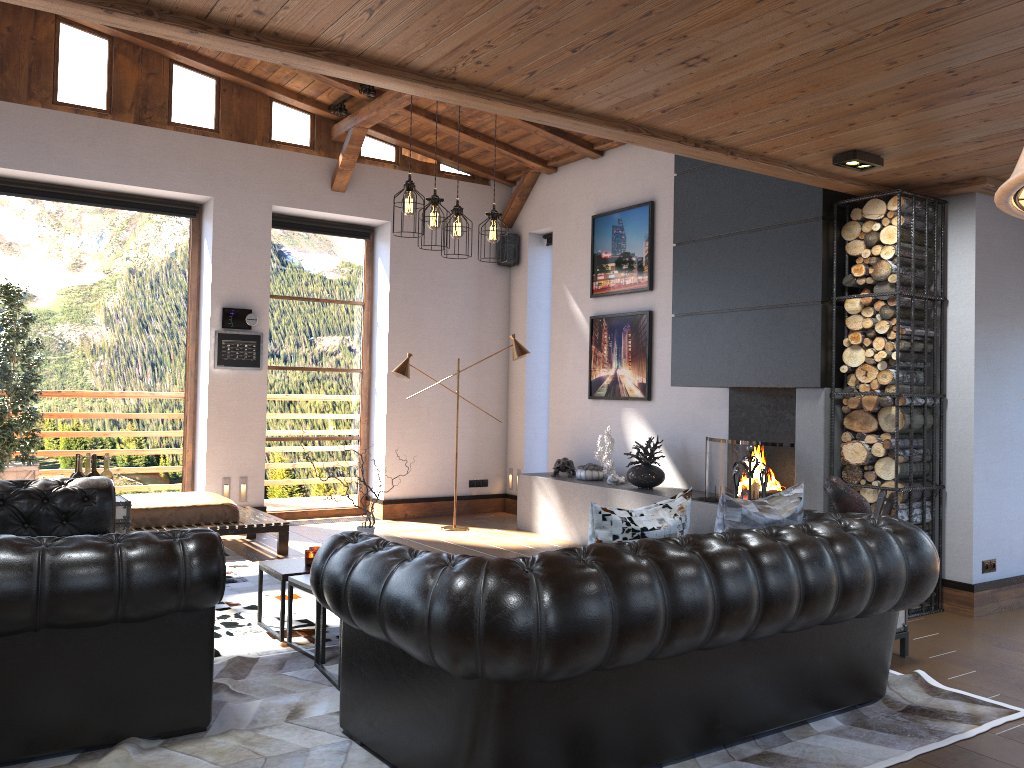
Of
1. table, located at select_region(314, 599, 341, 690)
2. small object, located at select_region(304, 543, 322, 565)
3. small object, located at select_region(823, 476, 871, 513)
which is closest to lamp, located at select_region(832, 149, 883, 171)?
small object, located at select_region(823, 476, 871, 513)

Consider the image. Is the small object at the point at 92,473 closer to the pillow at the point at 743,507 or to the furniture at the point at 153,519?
the furniture at the point at 153,519

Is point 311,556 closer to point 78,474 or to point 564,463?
point 78,474

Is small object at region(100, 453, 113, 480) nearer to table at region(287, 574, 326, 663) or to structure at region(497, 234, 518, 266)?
table at region(287, 574, 326, 663)

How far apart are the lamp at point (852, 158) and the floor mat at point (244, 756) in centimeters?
264cm

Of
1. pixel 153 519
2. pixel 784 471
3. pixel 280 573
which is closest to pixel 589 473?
pixel 784 471

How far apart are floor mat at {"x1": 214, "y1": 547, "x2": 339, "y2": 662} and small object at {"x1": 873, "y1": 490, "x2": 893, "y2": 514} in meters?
3.3

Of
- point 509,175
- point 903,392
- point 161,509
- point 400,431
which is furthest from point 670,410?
point 161,509

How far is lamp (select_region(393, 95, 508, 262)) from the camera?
4.9 meters

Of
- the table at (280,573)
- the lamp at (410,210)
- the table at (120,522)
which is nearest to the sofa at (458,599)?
the table at (280,573)
